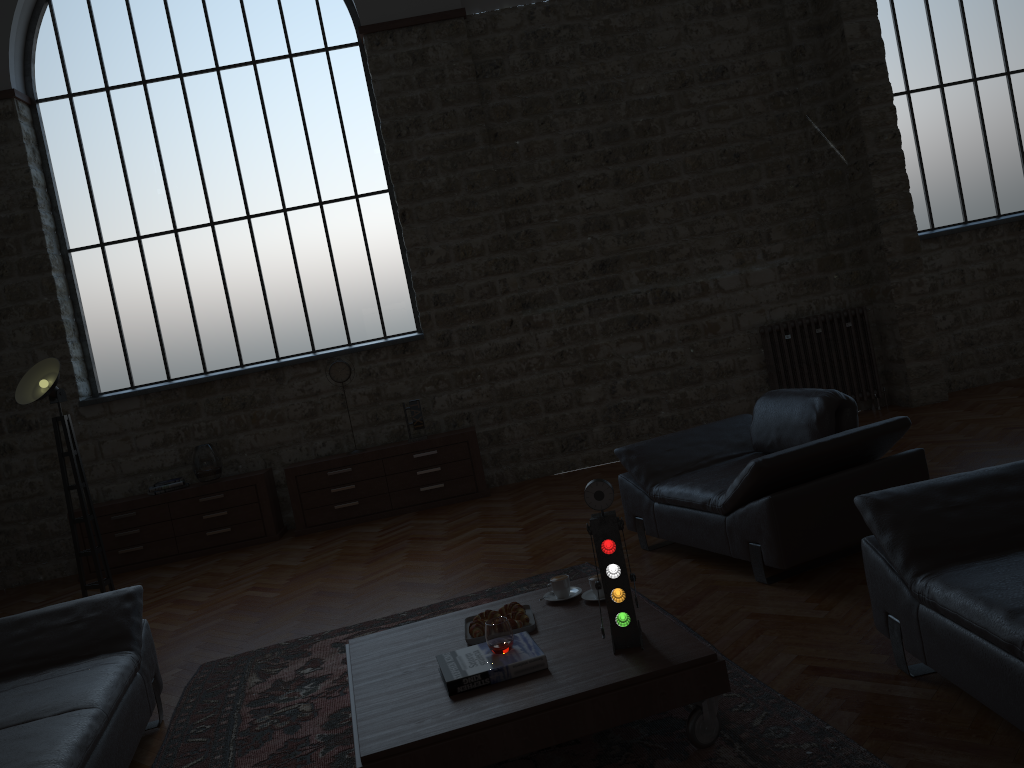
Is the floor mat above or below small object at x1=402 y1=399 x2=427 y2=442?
below

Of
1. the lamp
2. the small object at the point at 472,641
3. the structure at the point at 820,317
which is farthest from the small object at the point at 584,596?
the structure at the point at 820,317

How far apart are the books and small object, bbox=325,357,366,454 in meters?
5.0

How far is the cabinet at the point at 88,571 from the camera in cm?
768

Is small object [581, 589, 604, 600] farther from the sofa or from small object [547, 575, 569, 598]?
the sofa

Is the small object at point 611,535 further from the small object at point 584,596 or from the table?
the small object at point 584,596

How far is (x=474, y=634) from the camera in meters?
3.3 m

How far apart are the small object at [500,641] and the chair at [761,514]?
1.6 meters

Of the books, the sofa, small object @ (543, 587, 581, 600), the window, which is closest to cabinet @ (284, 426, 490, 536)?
the window

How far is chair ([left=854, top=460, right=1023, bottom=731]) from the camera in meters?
2.4 m
